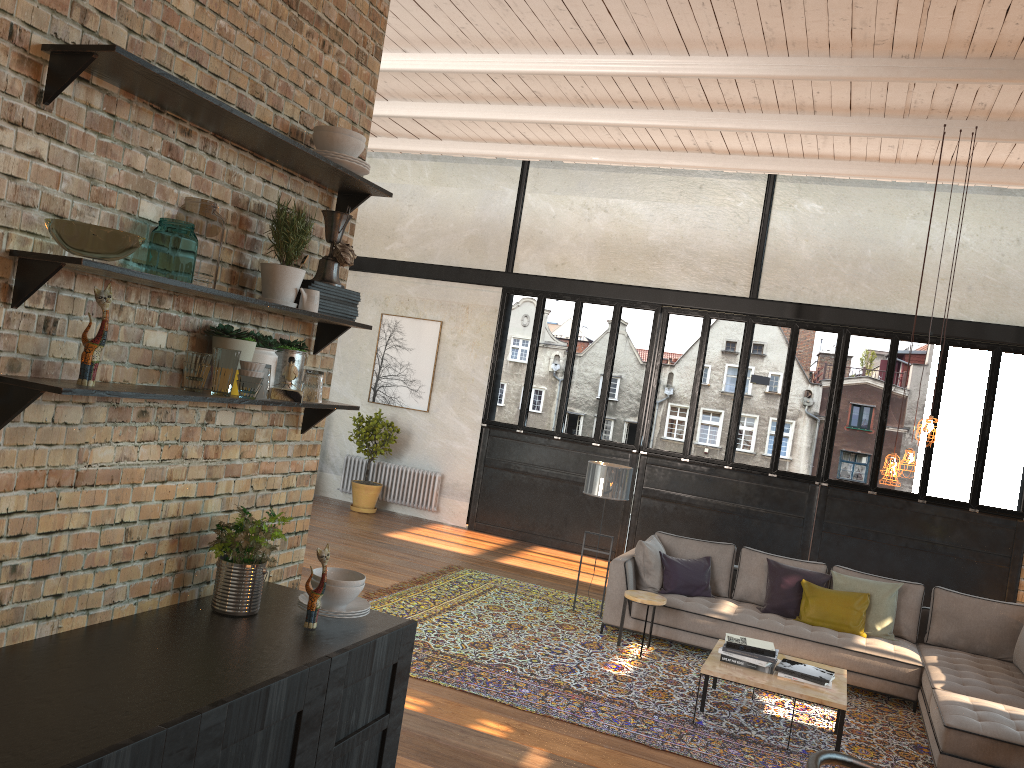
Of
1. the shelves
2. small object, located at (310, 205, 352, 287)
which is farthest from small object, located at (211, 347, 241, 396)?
small object, located at (310, 205, 352, 287)

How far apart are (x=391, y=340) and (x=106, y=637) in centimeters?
1032cm

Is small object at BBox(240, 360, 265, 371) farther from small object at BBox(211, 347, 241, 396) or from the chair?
the chair

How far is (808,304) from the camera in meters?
10.6 m

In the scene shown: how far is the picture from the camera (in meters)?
12.41

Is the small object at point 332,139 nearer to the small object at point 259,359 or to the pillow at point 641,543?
the small object at point 259,359

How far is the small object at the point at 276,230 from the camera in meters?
2.8

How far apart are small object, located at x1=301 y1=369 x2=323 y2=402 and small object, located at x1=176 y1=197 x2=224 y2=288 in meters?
0.5 m

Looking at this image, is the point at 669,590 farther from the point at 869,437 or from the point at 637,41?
Result: the point at 869,437

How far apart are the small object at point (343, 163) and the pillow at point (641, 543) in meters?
5.5 m
